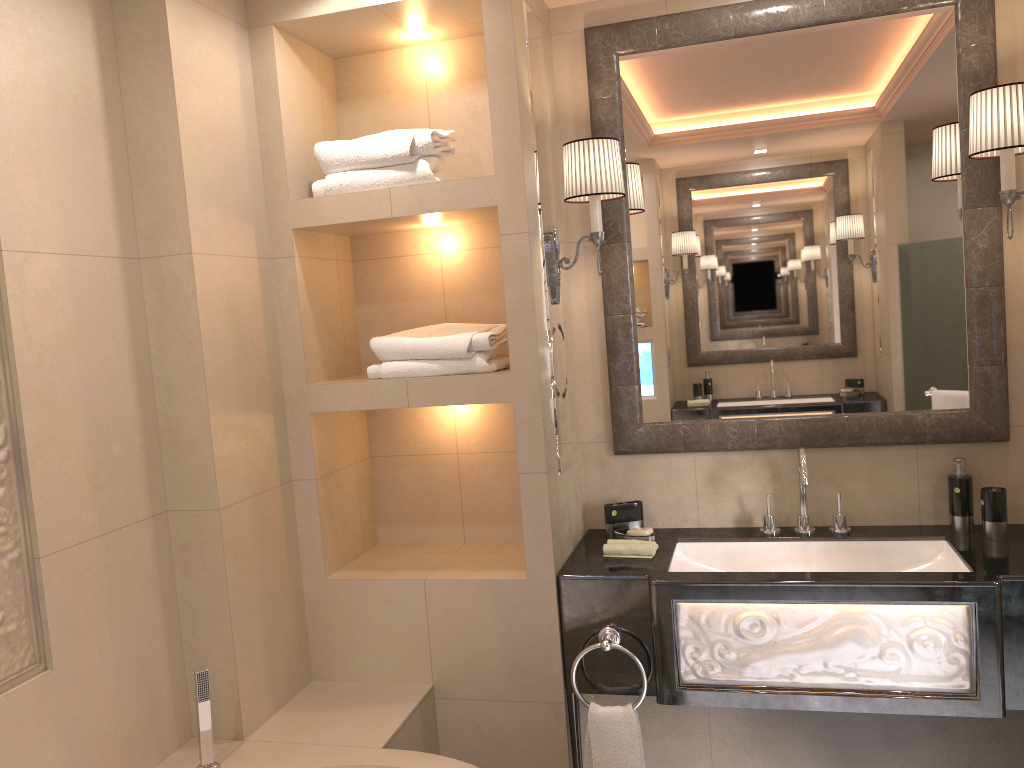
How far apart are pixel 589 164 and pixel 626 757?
1.6m

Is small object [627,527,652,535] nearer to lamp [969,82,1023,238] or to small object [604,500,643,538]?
small object [604,500,643,538]

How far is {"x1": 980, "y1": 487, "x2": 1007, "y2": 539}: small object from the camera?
2.4 meters

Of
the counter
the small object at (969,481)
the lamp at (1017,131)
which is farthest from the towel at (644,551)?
the lamp at (1017,131)

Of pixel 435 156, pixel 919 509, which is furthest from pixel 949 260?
pixel 435 156

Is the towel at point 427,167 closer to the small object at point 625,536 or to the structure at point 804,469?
the small object at point 625,536

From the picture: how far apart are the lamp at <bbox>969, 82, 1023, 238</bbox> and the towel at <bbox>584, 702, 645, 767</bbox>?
1.61m

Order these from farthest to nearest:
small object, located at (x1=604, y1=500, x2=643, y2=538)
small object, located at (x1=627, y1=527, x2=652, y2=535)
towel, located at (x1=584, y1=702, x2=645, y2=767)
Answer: small object, located at (x1=604, y1=500, x2=643, y2=538), small object, located at (x1=627, y1=527, x2=652, y2=535), towel, located at (x1=584, y1=702, x2=645, y2=767)

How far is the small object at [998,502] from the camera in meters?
2.4

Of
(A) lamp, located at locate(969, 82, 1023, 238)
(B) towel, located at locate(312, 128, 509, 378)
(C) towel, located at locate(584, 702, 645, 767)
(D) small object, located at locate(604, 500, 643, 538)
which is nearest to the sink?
(D) small object, located at locate(604, 500, 643, 538)
